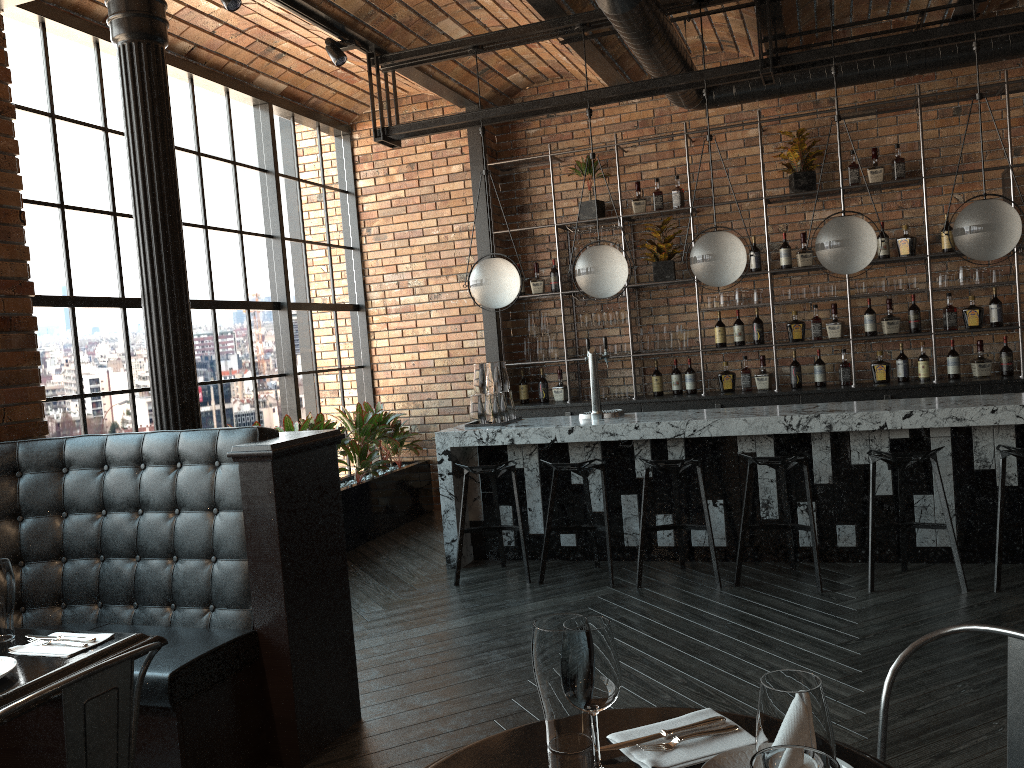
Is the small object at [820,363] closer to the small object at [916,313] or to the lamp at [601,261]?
the small object at [916,313]

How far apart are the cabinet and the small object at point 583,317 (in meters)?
0.19

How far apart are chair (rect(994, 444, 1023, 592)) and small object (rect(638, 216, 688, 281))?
3.2m

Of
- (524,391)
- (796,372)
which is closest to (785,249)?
(796,372)

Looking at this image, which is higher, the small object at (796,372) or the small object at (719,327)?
the small object at (719,327)

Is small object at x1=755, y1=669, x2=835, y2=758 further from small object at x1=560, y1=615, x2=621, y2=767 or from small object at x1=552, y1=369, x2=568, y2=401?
small object at x1=552, y1=369, x2=568, y2=401

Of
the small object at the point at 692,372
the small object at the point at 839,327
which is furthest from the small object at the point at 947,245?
the small object at the point at 692,372

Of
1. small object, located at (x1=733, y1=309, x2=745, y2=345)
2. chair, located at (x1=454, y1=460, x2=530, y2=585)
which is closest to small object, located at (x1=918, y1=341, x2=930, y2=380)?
small object, located at (x1=733, y1=309, x2=745, y2=345)

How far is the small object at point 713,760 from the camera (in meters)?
1.35

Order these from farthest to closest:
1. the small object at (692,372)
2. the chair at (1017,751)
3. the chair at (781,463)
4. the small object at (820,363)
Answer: the small object at (692,372) < the small object at (820,363) < the chair at (781,463) < the chair at (1017,751)
